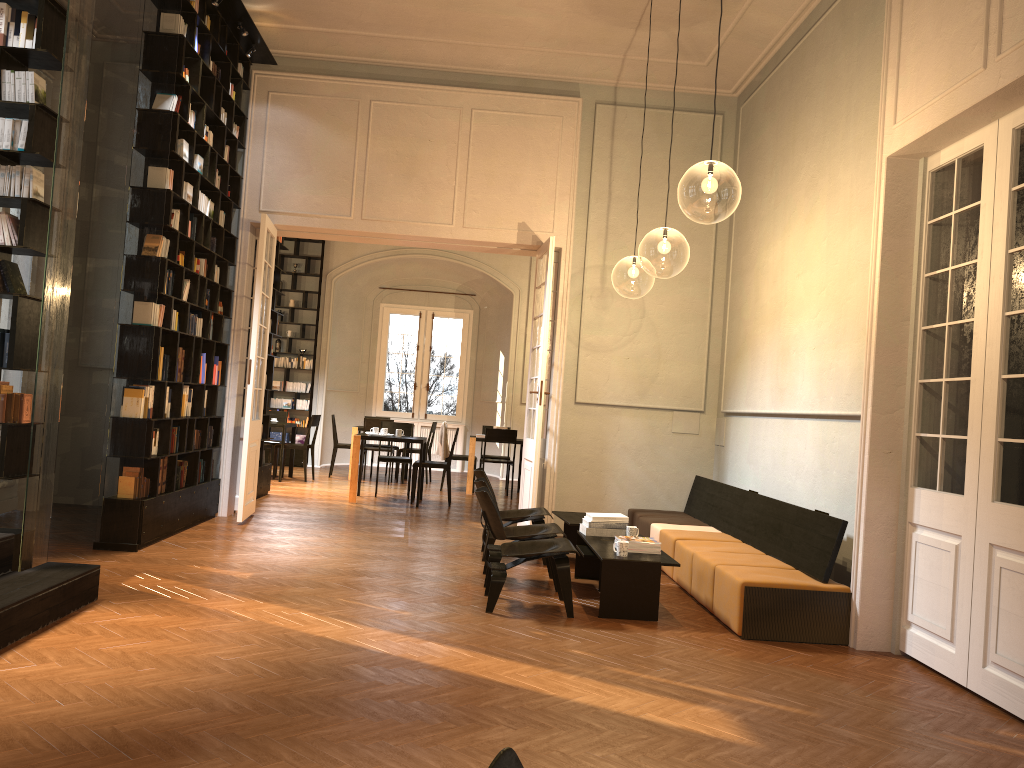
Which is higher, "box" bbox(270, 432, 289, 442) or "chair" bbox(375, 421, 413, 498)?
"chair" bbox(375, 421, 413, 498)

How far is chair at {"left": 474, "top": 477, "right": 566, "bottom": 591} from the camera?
6.8 meters

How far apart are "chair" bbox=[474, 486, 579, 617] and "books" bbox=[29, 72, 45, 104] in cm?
372

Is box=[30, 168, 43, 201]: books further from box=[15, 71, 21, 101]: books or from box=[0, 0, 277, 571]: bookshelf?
box=[15, 71, 21, 101]: books

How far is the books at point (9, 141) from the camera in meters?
5.3 m

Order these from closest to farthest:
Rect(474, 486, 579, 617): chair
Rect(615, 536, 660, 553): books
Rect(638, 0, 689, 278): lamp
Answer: Rect(474, 486, 579, 617): chair
Rect(615, 536, 660, 553): books
Rect(638, 0, 689, 278): lamp

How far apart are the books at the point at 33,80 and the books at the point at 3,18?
0.33m

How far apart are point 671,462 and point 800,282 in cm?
308

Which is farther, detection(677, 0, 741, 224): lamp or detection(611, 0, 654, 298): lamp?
detection(611, 0, 654, 298): lamp

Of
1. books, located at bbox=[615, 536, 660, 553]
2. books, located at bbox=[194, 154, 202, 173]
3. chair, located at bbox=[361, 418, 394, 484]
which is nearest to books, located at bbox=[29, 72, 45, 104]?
books, located at bbox=[194, 154, 202, 173]
